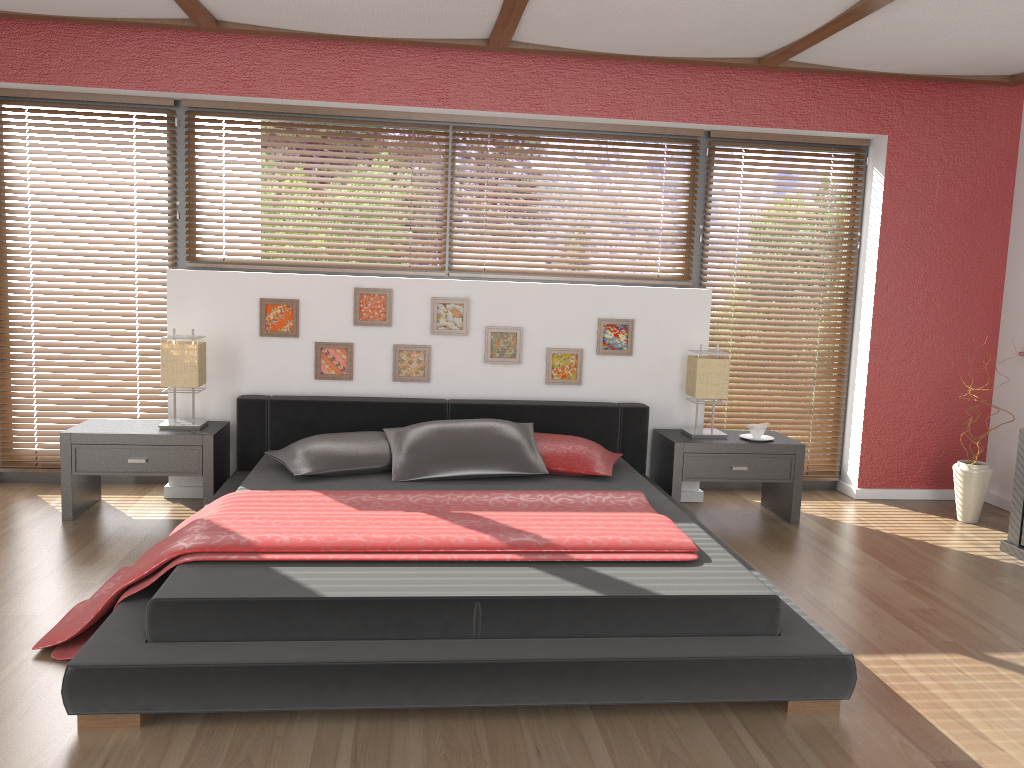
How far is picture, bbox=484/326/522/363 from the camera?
4.8 meters

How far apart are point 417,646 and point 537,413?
2.28m

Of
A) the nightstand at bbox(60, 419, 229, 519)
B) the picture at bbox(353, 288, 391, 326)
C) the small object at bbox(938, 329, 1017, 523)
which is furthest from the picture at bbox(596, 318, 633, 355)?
the nightstand at bbox(60, 419, 229, 519)

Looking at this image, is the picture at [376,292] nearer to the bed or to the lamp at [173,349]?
the bed

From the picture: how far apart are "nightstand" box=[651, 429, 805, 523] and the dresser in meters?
1.0

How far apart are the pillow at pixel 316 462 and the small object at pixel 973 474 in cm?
305

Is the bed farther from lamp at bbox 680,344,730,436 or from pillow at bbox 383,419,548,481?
lamp at bbox 680,344,730,436

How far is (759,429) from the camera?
4.7m

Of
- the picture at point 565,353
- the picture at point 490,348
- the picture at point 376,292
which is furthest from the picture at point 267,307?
the picture at point 565,353

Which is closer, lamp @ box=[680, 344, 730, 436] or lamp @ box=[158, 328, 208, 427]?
lamp @ box=[158, 328, 208, 427]
